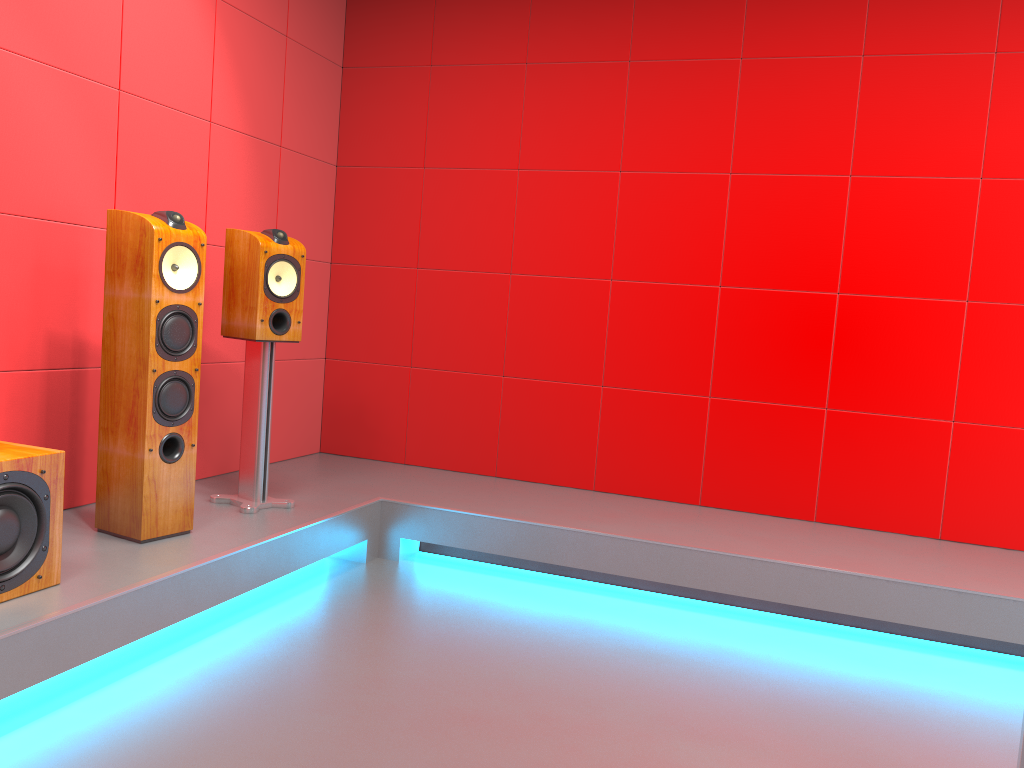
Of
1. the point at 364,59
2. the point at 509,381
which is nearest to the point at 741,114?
the point at 509,381

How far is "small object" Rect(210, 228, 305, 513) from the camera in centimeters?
324cm

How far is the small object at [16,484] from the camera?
2.2m

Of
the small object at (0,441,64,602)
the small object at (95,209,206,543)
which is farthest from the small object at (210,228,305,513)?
the small object at (0,441,64,602)

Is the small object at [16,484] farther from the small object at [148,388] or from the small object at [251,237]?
the small object at [251,237]

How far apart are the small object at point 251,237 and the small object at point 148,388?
0.33m

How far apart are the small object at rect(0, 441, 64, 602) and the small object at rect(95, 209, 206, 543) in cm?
41

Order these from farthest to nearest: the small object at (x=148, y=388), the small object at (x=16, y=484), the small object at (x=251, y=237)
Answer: the small object at (x=251, y=237) → the small object at (x=148, y=388) → the small object at (x=16, y=484)

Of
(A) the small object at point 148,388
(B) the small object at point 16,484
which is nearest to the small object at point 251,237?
(A) the small object at point 148,388

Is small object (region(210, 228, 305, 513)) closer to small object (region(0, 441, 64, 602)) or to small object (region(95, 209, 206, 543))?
small object (region(95, 209, 206, 543))
